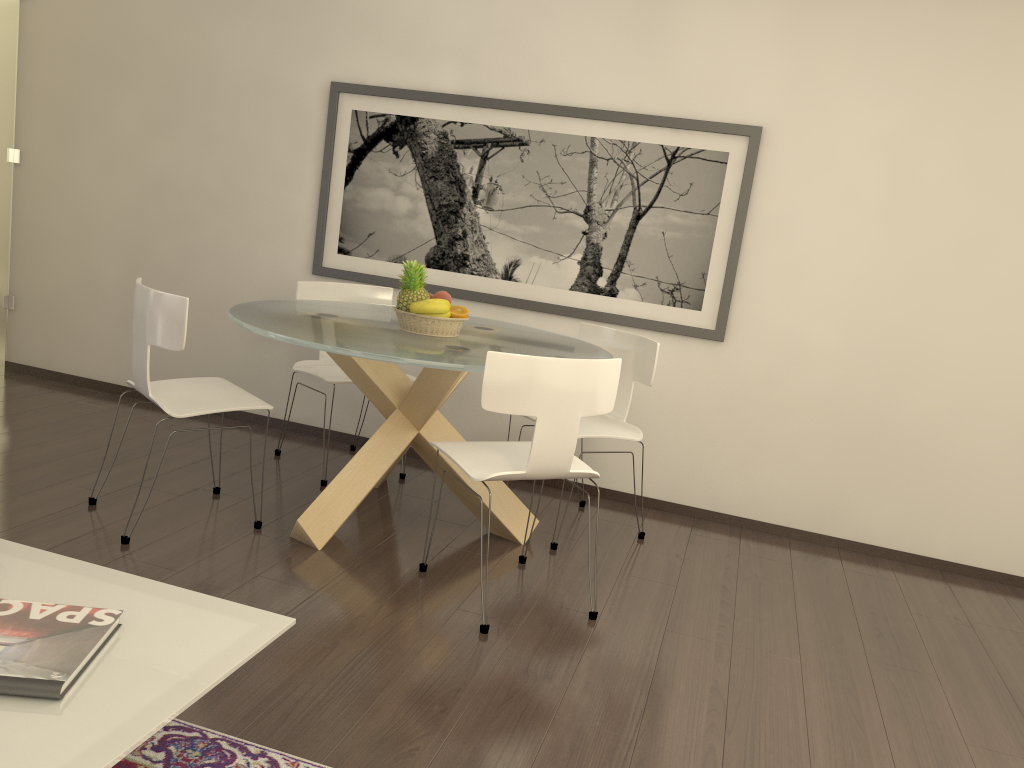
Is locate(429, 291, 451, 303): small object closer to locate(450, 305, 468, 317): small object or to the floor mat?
locate(450, 305, 468, 317): small object

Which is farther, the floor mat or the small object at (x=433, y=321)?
the small object at (x=433, y=321)

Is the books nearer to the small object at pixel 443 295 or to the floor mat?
the floor mat

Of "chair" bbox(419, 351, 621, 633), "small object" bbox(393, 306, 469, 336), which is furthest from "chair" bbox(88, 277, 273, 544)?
"chair" bbox(419, 351, 621, 633)

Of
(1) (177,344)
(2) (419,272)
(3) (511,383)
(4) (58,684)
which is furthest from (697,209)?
(4) (58,684)

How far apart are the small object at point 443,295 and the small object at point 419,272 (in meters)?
0.08

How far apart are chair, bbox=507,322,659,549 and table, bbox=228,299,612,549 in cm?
14

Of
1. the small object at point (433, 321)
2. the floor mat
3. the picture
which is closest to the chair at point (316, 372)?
the picture

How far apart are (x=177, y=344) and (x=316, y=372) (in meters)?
1.24

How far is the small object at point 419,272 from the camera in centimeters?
400cm
